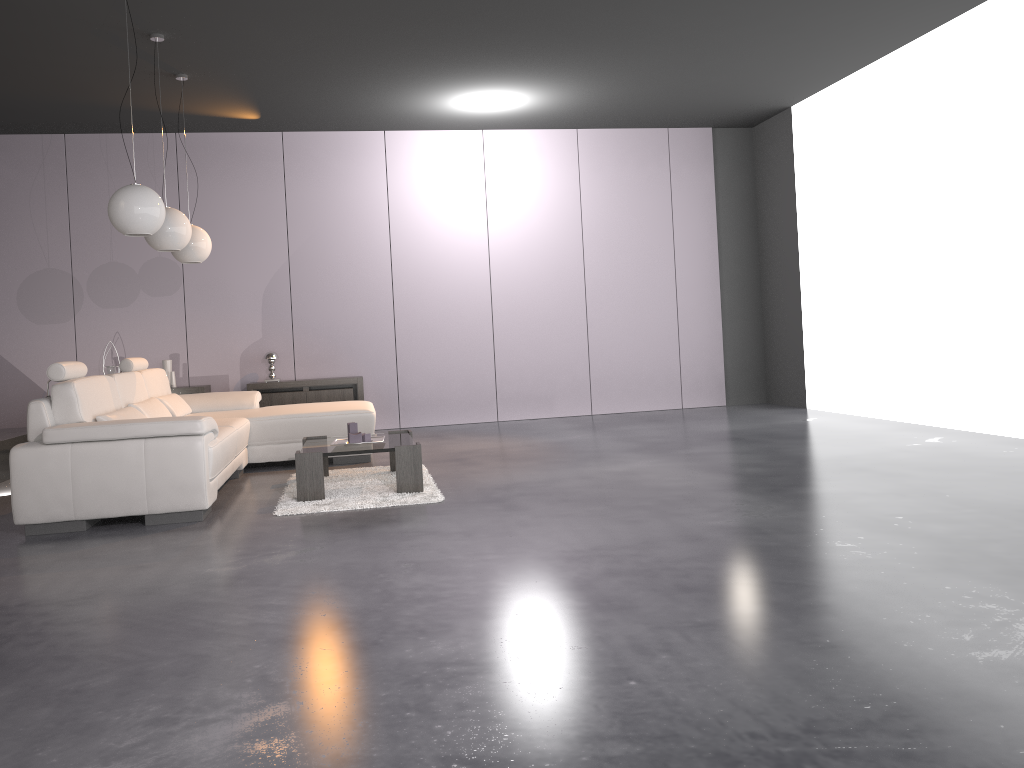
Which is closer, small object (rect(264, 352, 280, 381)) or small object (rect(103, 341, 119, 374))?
small object (rect(103, 341, 119, 374))

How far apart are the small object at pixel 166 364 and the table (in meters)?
3.26

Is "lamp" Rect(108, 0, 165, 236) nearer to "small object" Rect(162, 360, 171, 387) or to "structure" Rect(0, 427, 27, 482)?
"structure" Rect(0, 427, 27, 482)

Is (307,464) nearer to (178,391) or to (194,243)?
(194,243)

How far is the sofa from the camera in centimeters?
444cm

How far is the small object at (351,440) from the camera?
5.3m

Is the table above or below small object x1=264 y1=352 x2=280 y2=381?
below

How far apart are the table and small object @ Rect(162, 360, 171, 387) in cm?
326

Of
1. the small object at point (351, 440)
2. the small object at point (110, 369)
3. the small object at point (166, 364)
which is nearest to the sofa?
the small object at point (351, 440)

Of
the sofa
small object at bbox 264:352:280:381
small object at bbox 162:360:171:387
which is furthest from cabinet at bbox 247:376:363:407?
the sofa
